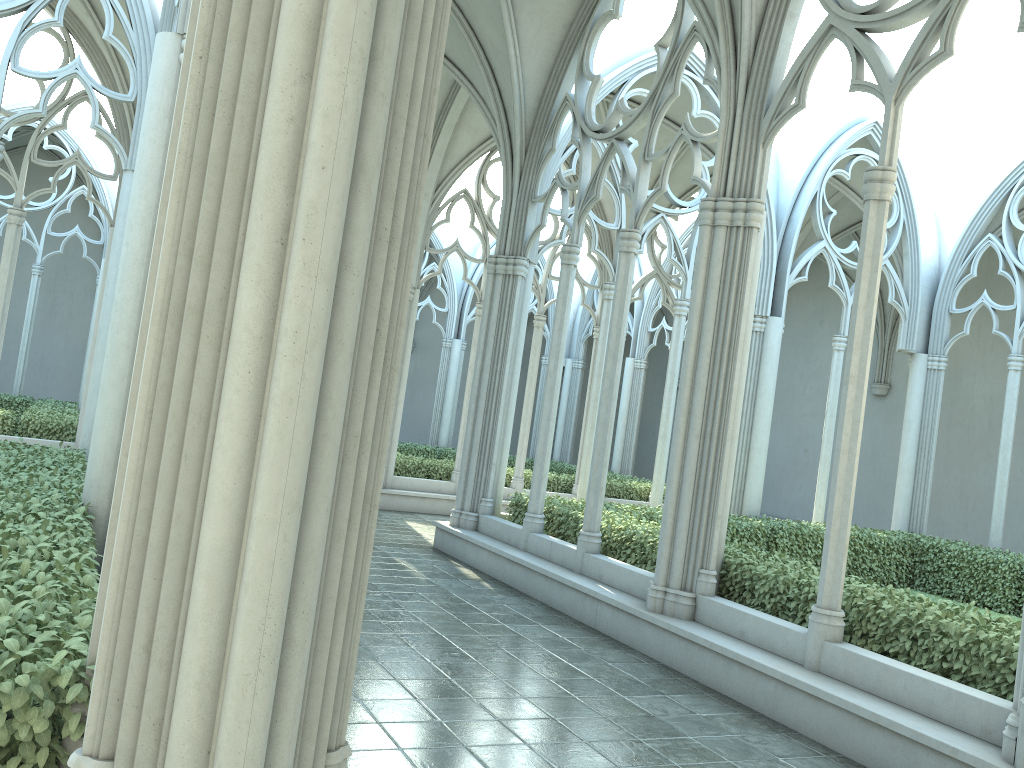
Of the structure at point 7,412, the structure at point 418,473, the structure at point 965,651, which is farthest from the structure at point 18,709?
the structure at point 418,473

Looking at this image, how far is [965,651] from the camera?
5.8 meters

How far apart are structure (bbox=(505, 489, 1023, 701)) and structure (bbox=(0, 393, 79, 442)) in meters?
7.5

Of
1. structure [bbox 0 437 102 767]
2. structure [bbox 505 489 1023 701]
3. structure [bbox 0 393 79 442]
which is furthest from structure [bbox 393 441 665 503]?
structure [bbox 0 437 102 767]

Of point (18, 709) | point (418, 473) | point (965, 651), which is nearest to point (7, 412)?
point (418, 473)

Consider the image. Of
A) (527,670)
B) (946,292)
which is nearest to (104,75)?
(527,670)

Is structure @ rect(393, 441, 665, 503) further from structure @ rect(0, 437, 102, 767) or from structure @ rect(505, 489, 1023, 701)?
structure @ rect(0, 437, 102, 767)

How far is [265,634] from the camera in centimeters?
222cm

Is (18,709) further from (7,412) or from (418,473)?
(418,473)

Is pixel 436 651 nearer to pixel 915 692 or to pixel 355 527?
pixel 915 692
